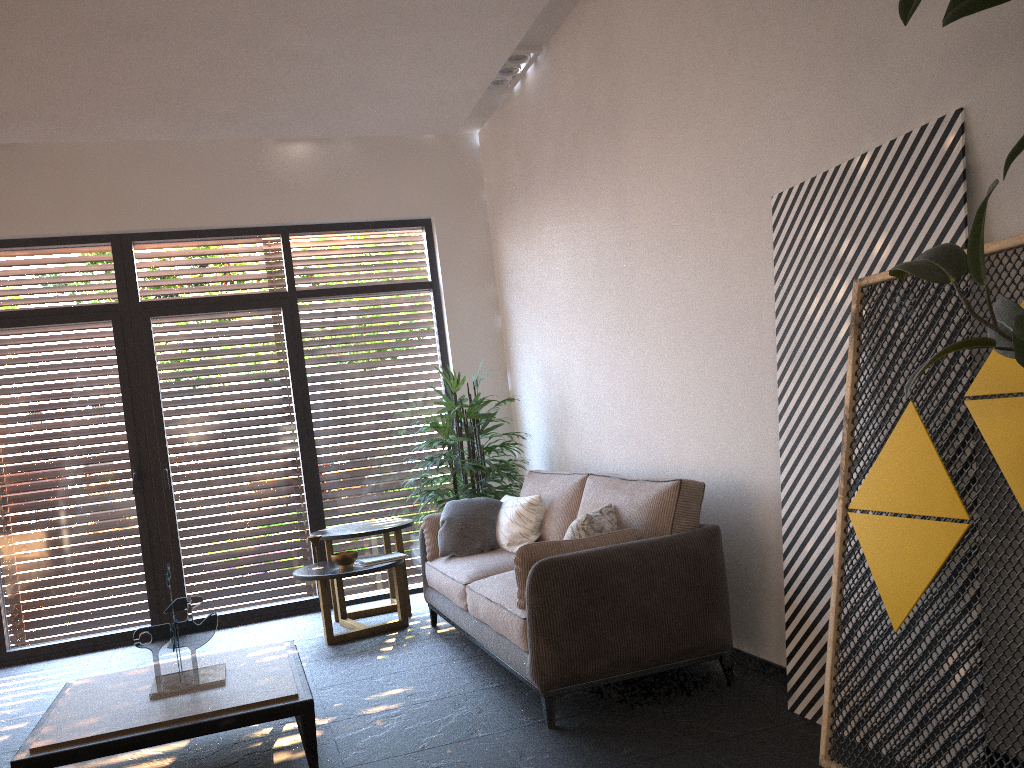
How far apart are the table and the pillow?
1.19m

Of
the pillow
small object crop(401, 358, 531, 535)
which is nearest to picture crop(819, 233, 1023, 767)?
the pillow

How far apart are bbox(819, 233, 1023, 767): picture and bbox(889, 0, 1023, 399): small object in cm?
41

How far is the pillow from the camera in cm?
402

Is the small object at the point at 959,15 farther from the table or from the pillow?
the table

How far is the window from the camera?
6.2m

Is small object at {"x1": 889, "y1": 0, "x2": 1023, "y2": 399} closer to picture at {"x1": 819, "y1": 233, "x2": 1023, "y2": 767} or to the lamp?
picture at {"x1": 819, "y1": 233, "x2": 1023, "y2": 767}

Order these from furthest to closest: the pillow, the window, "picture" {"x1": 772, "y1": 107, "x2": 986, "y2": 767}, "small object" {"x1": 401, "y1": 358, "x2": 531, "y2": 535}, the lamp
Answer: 1. the window
2. "small object" {"x1": 401, "y1": 358, "x2": 531, "y2": 535}
3. the lamp
4. the pillow
5. "picture" {"x1": 772, "y1": 107, "x2": 986, "y2": 767}

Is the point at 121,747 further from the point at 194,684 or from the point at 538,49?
the point at 538,49

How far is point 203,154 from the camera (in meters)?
6.48
